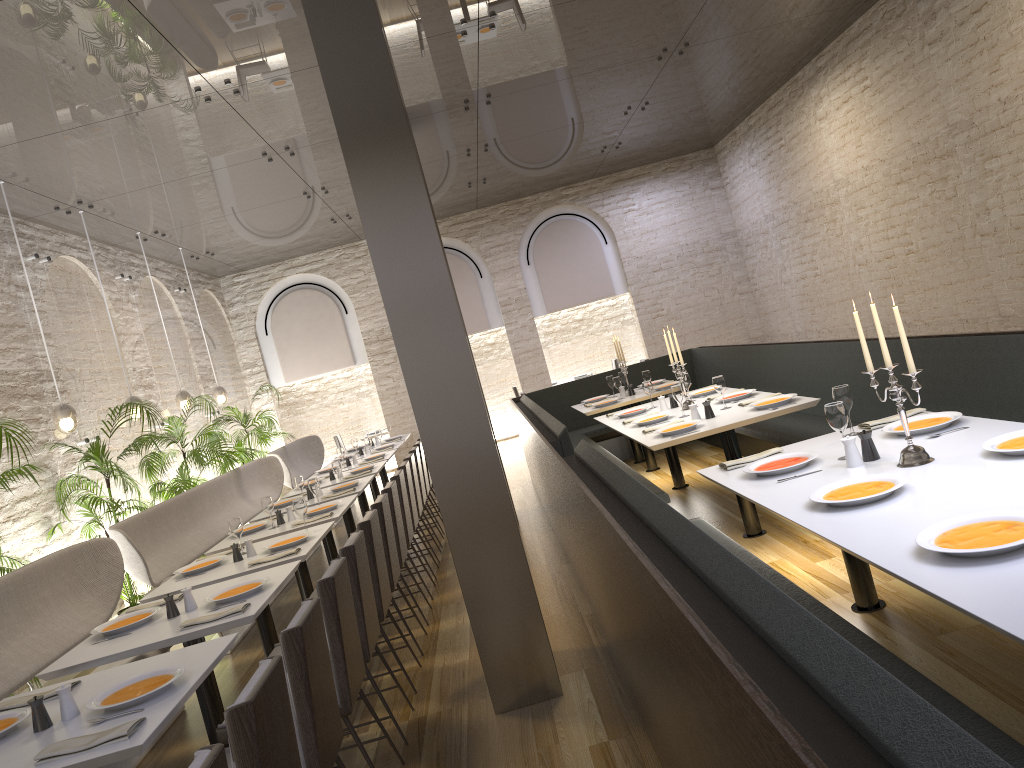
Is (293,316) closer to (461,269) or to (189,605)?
(461,269)

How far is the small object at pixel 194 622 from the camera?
3.8 meters

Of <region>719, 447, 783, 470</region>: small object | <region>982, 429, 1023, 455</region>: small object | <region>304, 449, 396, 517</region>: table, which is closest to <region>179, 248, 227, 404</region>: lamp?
<region>304, 449, 396, 517</region>: table

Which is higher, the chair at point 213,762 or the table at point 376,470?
the chair at point 213,762

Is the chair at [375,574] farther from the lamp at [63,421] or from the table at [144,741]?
the lamp at [63,421]

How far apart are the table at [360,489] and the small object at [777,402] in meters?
3.3 m

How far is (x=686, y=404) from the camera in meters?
6.7 m

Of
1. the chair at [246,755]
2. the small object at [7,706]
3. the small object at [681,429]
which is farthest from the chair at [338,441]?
the chair at [246,755]

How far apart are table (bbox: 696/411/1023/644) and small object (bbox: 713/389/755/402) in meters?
2.2 m

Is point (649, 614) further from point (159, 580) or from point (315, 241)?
point (315, 241)
